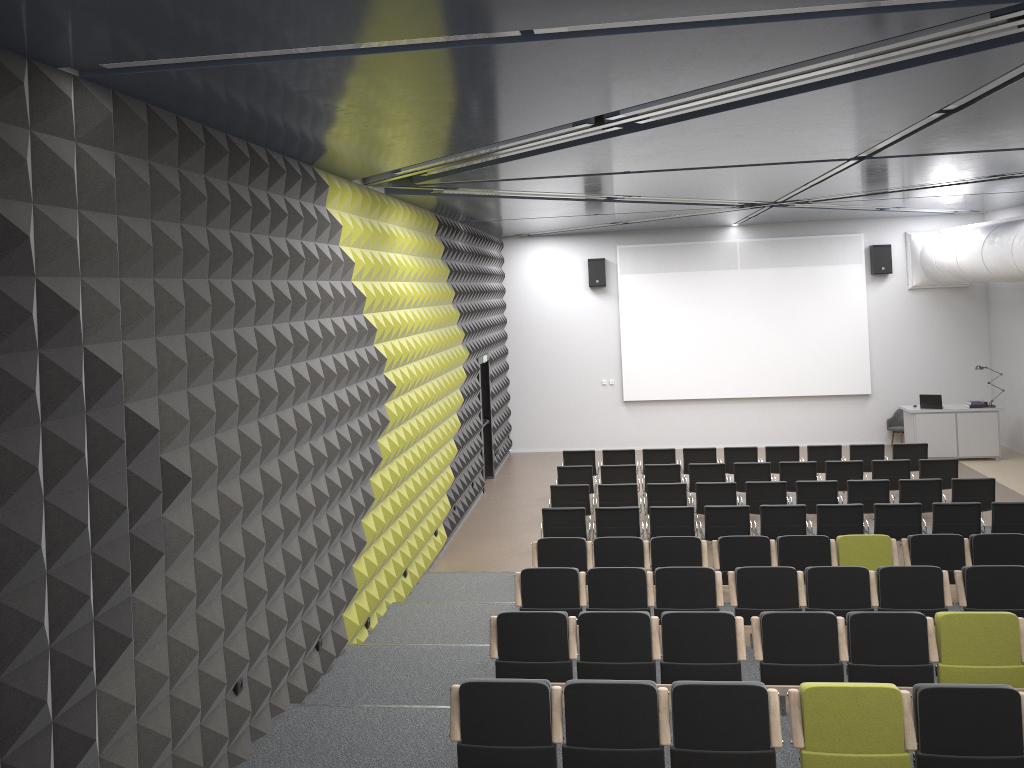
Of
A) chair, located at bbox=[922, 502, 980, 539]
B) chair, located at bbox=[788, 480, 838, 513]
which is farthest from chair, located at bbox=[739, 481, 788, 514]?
chair, located at bbox=[922, 502, 980, 539]

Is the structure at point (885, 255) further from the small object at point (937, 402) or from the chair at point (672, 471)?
the chair at point (672, 471)

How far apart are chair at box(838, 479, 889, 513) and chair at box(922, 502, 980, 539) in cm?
97

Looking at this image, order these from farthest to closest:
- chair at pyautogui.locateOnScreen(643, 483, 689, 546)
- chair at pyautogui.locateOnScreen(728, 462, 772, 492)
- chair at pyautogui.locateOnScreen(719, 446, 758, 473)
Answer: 1. chair at pyautogui.locateOnScreen(719, 446, 758, 473)
2. chair at pyautogui.locateOnScreen(728, 462, 772, 492)
3. chair at pyautogui.locateOnScreen(643, 483, 689, 546)

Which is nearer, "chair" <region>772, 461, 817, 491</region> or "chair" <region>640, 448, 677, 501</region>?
"chair" <region>772, 461, 817, 491</region>

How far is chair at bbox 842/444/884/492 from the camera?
14.5m

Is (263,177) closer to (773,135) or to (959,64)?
(773,135)

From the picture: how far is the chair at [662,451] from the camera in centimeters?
1498cm

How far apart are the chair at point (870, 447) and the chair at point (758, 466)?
2.0m

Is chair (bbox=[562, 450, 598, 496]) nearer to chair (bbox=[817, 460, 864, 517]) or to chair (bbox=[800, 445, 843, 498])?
chair (bbox=[800, 445, 843, 498])
